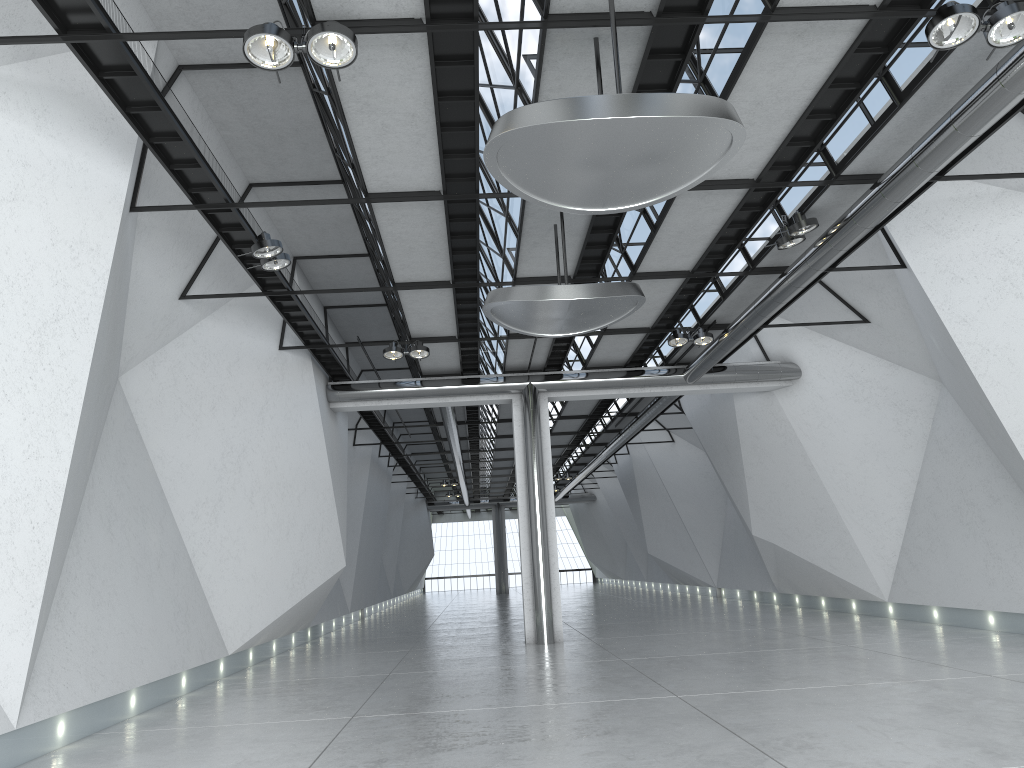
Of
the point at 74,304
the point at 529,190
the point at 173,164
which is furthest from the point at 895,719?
the point at 173,164
